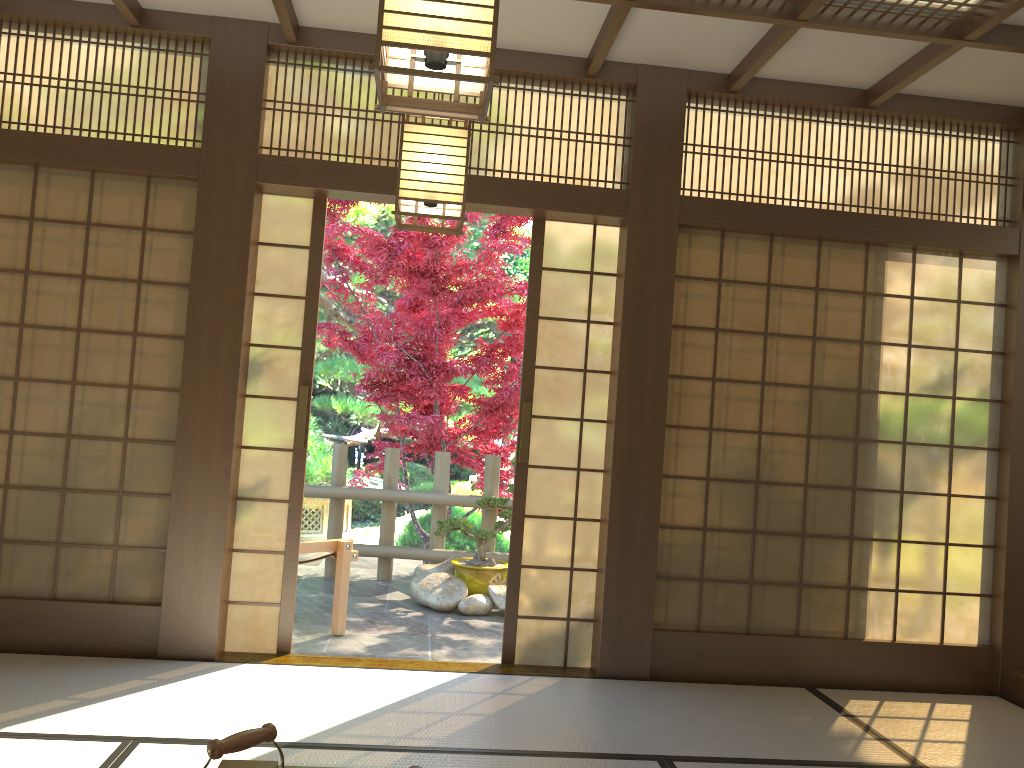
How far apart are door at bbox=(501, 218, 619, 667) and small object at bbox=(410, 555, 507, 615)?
1.4m

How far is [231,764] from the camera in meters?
2.1

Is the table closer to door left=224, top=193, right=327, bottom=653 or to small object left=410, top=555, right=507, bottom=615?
door left=224, top=193, right=327, bottom=653

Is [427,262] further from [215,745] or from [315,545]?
[215,745]

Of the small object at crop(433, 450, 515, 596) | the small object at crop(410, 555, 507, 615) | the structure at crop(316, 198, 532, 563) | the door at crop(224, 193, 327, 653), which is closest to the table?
the door at crop(224, 193, 327, 653)

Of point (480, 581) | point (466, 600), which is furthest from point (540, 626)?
point (480, 581)

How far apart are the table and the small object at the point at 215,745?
0.6m

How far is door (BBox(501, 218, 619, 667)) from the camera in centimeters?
442cm

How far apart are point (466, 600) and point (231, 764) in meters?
3.8 m

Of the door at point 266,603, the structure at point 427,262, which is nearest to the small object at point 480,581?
the structure at point 427,262
